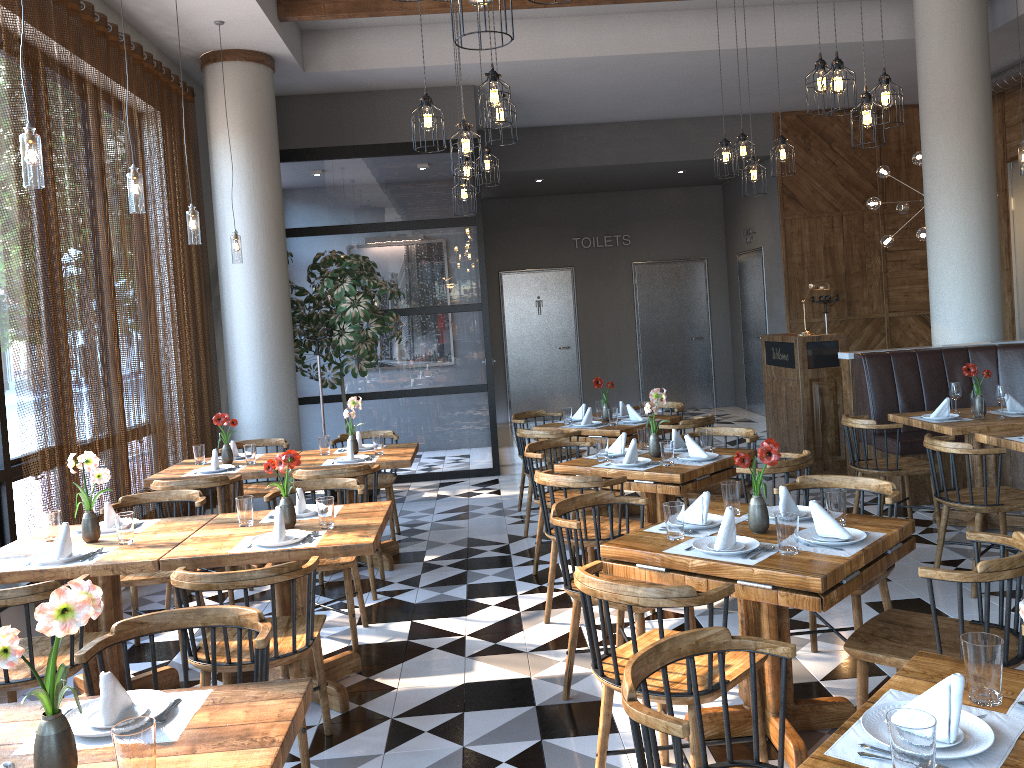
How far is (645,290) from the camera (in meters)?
13.95

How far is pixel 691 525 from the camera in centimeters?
346cm

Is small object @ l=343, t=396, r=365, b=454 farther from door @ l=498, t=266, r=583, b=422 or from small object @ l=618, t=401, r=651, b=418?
door @ l=498, t=266, r=583, b=422

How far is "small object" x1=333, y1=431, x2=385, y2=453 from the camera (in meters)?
6.33

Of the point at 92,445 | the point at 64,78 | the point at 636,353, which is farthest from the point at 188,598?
the point at 636,353

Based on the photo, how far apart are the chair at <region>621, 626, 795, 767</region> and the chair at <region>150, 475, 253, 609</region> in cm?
373

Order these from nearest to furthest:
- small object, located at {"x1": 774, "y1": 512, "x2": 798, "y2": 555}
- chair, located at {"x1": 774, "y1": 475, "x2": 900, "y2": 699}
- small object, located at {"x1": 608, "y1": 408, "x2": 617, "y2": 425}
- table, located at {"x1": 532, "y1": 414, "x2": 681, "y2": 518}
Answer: small object, located at {"x1": 774, "y1": 512, "x2": 798, "y2": 555} → chair, located at {"x1": 774, "y1": 475, "x2": 900, "y2": 699} → table, located at {"x1": 532, "y1": 414, "x2": 681, "y2": 518} → small object, located at {"x1": 608, "y1": 408, "x2": 617, "y2": 425}

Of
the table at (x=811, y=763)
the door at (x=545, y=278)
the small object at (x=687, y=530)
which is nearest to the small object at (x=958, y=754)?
the table at (x=811, y=763)

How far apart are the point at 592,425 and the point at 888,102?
3.01m

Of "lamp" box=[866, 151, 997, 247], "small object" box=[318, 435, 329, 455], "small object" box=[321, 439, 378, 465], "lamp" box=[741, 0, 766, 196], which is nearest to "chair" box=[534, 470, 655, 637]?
"small object" box=[321, 439, 378, 465]
